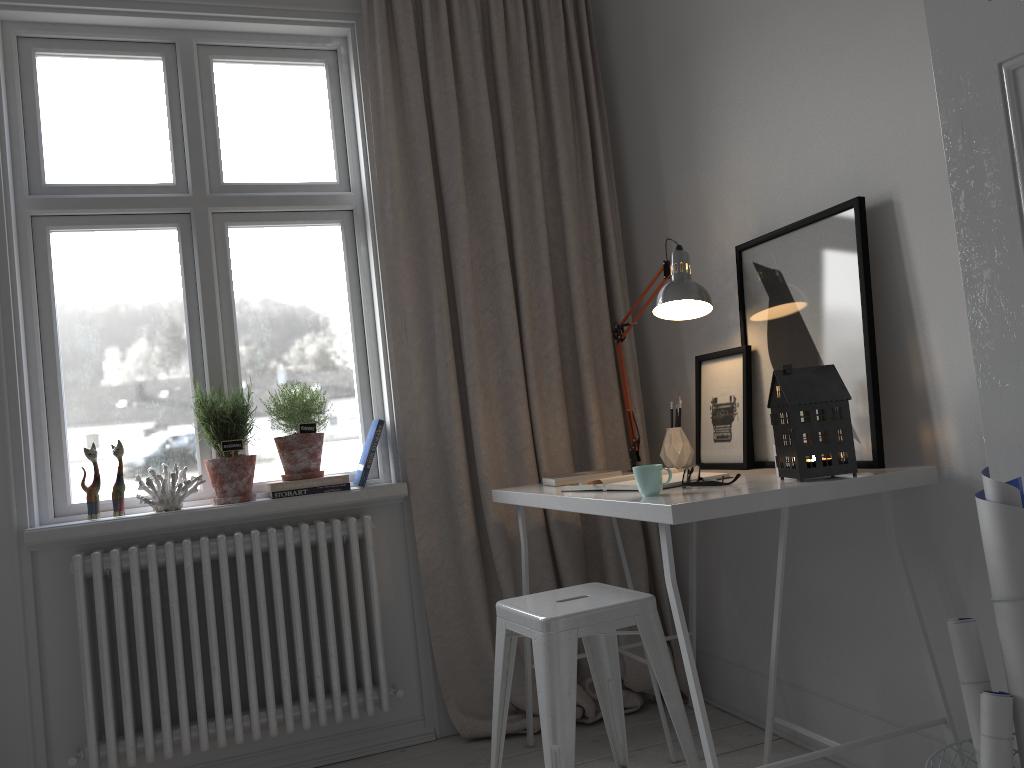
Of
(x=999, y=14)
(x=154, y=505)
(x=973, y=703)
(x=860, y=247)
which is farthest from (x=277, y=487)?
(x=999, y=14)

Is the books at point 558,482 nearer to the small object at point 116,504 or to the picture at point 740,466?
the picture at point 740,466

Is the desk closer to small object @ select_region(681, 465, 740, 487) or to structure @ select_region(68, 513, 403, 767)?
small object @ select_region(681, 465, 740, 487)

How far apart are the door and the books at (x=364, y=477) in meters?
1.7 m

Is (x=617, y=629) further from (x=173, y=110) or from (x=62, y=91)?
(x=62, y=91)

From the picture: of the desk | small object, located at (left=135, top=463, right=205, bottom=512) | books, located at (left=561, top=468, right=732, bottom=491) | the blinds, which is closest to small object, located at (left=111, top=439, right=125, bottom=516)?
small object, located at (left=135, top=463, right=205, bottom=512)

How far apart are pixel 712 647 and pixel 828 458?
1.17m

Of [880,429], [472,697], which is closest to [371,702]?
[472,697]

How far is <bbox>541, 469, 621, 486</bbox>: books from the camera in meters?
2.5 m

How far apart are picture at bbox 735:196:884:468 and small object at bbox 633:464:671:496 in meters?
0.5 m
